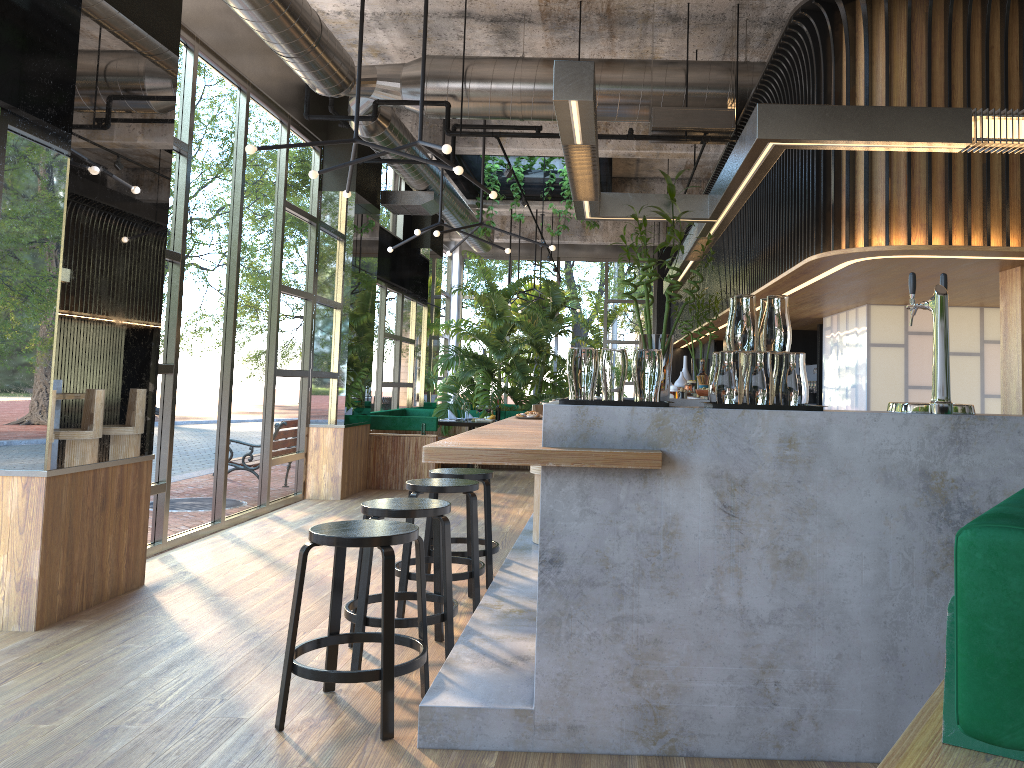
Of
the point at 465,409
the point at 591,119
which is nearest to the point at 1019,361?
the point at 591,119

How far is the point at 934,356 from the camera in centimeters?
323cm

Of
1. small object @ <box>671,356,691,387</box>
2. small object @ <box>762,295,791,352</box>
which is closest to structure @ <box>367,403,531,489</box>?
small object @ <box>671,356,691,387</box>

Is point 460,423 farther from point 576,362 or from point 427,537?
point 576,362

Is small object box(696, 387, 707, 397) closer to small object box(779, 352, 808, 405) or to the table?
small object box(779, 352, 808, 405)

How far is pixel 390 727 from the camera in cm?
322

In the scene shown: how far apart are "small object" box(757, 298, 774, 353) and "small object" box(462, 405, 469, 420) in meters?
8.6 m

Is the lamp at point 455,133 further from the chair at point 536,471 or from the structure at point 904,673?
the chair at point 536,471

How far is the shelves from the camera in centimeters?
521cm

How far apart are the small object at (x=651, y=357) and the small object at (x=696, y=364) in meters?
6.0
